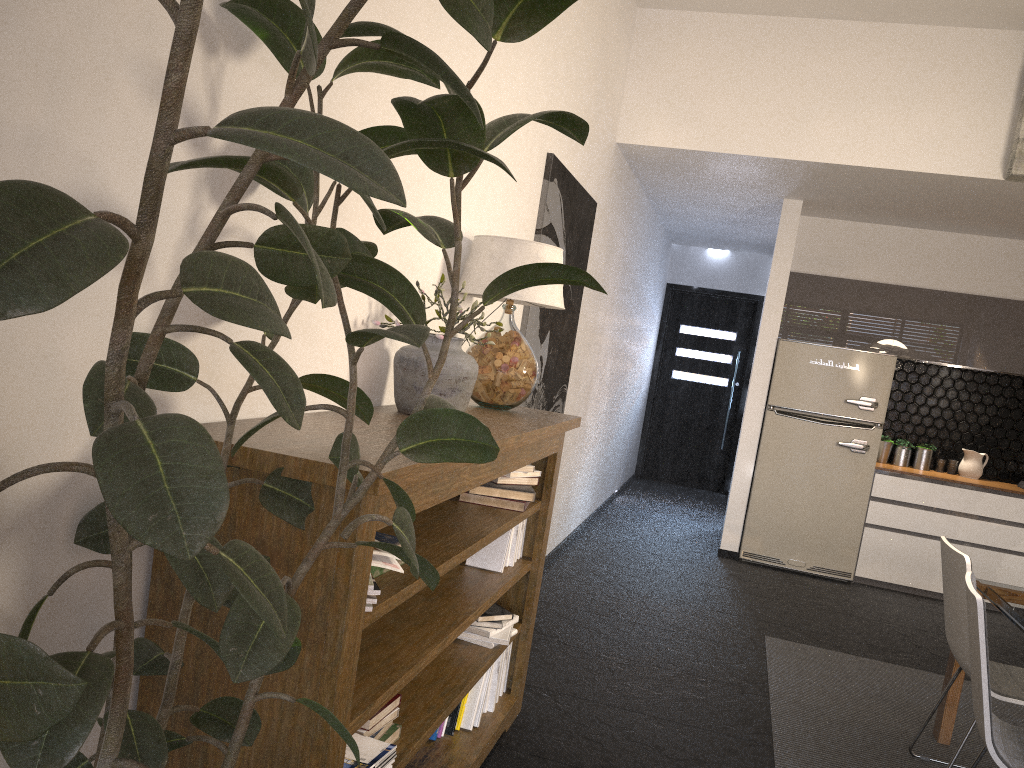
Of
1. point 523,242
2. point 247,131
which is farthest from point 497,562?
point 247,131

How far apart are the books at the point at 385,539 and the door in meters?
8.4 m

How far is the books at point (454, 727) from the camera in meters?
2.9 m

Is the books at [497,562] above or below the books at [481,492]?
below

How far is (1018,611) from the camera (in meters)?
3.24

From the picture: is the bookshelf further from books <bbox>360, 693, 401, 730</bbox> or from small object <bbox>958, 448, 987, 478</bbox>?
small object <bbox>958, 448, 987, 478</bbox>

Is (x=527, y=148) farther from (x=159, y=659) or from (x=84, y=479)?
(x=159, y=659)

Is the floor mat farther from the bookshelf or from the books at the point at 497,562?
the books at the point at 497,562

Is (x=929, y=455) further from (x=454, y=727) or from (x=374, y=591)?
(x=374, y=591)

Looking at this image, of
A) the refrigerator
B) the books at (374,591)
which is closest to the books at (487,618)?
the books at (374,591)
